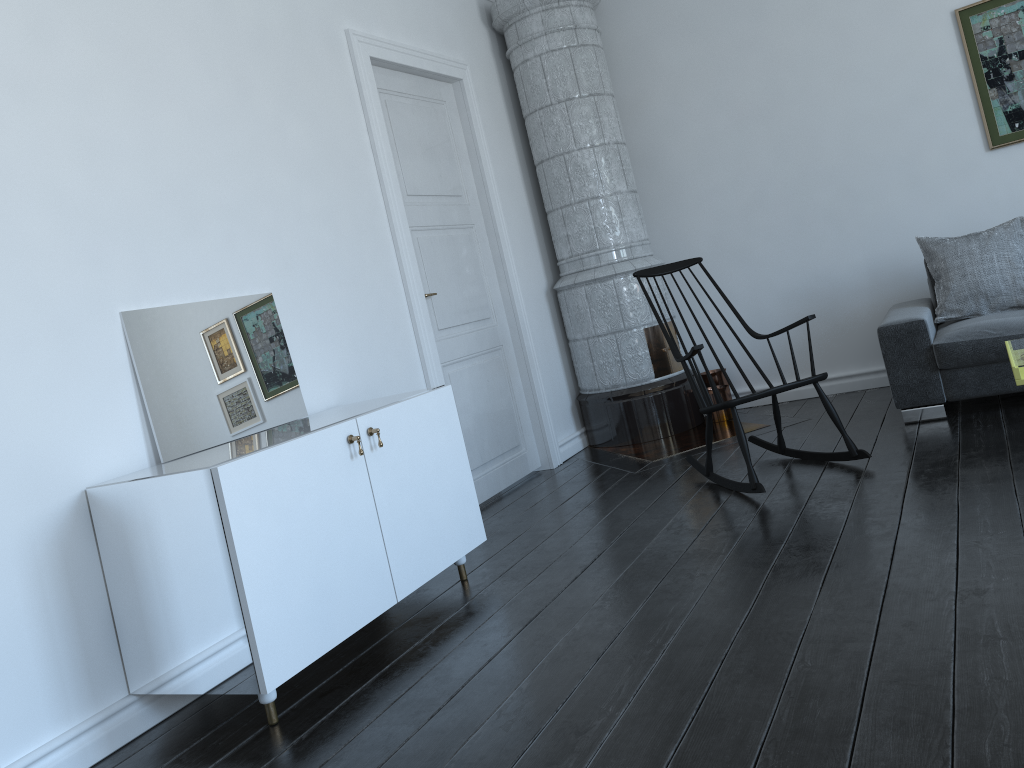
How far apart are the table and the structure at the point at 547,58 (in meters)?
1.66

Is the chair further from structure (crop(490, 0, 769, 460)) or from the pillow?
the pillow

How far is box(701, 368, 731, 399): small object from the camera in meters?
5.6

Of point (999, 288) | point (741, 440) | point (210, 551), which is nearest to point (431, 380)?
point (741, 440)

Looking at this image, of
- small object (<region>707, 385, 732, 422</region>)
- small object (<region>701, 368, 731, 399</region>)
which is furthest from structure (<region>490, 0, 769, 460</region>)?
small object (<region>701, 368, 731, 399</region>)

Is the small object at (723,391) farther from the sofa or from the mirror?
the mirror

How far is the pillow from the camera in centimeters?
431cm

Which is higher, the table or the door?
the door

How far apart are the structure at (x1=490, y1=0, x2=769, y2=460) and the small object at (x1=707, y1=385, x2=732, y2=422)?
0.09m

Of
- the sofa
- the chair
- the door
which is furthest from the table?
the door
